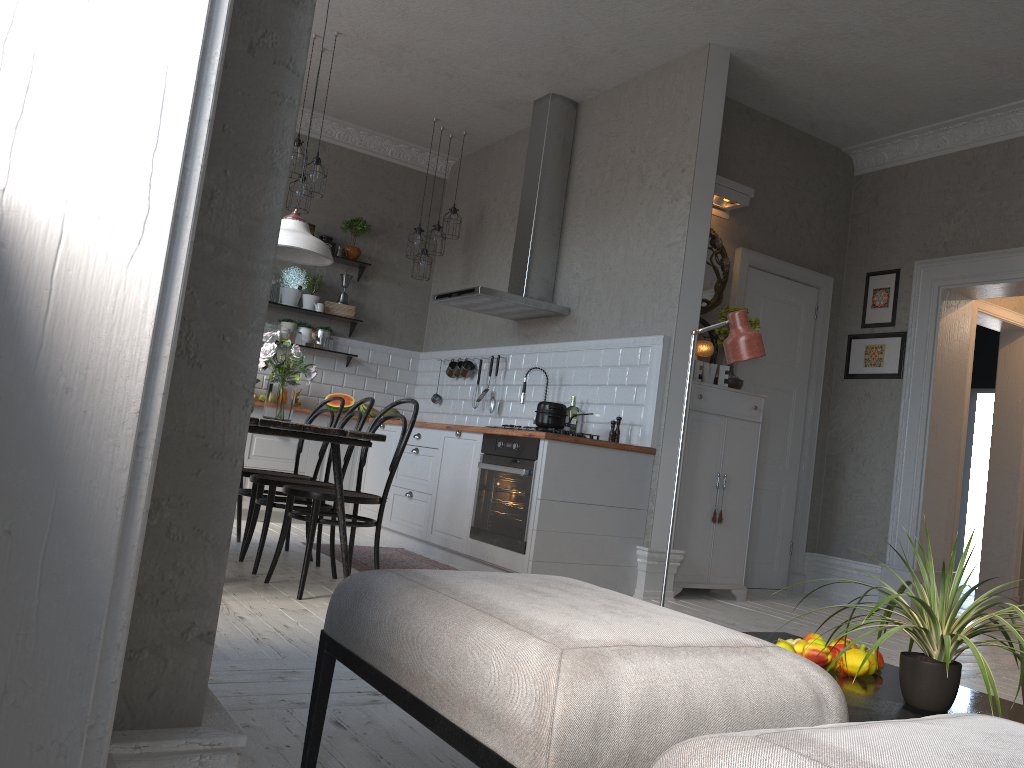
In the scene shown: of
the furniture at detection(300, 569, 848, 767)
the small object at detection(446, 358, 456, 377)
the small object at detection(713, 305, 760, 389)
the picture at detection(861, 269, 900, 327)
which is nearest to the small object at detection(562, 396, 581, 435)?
the small object at detection(713, 305, 760, 389)

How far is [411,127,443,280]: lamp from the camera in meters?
7.2

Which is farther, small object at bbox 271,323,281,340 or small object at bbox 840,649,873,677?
small object at bbox 271,323,281,340

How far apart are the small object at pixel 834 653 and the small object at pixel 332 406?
5.4 meters

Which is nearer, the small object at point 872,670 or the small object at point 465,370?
the small object at point 872,670

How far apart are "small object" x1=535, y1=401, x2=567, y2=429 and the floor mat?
1.07m

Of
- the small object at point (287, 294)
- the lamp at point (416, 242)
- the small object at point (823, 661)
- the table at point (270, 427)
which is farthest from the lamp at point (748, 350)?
the small object at point (287, 294)

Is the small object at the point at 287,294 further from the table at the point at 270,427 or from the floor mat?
the floor mat

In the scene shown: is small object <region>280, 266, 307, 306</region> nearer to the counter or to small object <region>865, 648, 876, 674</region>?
the counter

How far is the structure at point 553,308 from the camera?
6.0m
